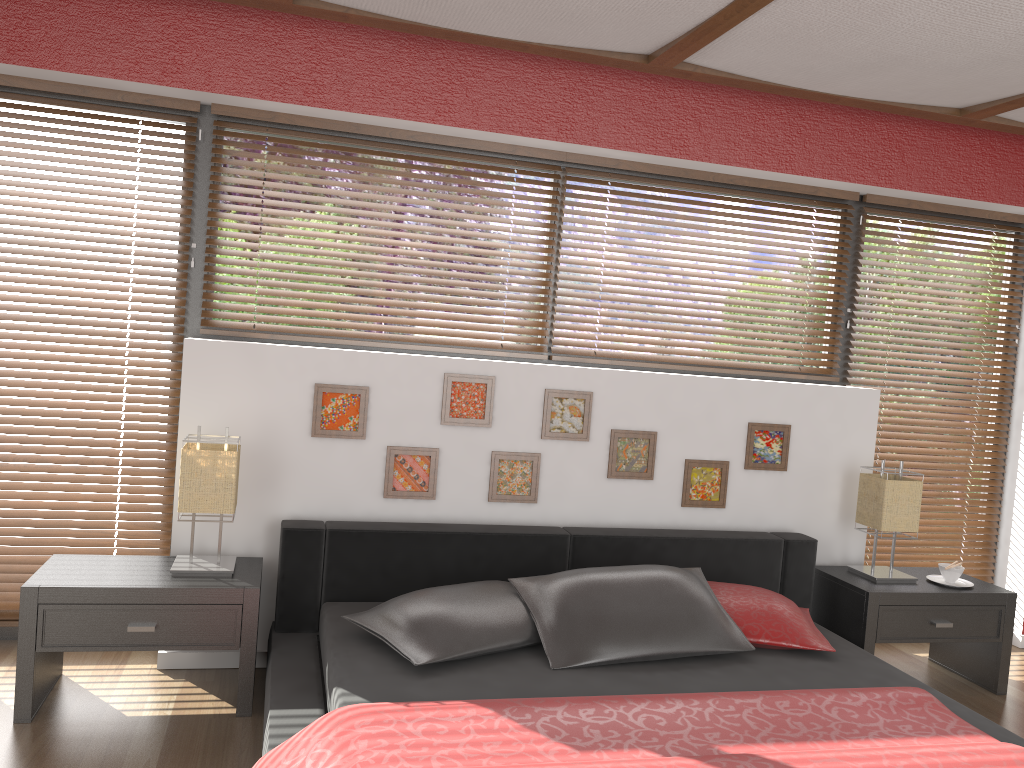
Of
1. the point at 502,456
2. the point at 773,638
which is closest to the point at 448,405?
the point at 502,456

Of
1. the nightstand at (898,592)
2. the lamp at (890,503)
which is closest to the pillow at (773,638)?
the nightstand at (898,592)

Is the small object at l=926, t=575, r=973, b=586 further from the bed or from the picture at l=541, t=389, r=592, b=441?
the picture at l=541, t=389, r=592, b=441

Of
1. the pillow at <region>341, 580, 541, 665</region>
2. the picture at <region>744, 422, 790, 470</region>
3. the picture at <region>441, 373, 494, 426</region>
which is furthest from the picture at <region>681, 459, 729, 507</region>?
the pillow at <region>341, 580, 541, 665</region>

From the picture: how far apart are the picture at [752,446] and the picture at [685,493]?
0.1m

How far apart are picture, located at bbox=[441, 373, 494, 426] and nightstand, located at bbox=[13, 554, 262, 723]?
0.9m

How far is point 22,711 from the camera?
2.71m

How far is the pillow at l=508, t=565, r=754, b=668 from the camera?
2.7m

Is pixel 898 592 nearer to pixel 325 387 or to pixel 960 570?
pixel 960 570

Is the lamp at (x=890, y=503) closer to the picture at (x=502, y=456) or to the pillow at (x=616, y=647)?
the pillow at (x=616, y=647)
